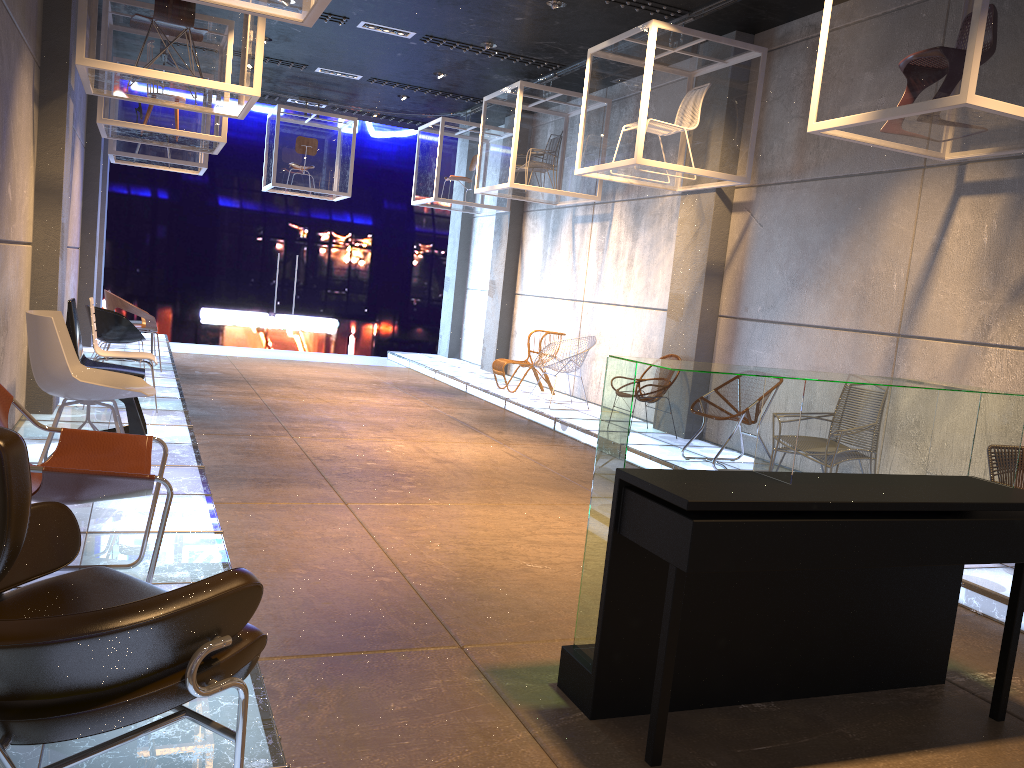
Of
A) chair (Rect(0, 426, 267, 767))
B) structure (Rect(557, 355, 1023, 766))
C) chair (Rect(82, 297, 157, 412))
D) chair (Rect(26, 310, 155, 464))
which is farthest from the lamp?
chair (Rect(0, 426, 267, 767))

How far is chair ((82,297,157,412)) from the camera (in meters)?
6.97

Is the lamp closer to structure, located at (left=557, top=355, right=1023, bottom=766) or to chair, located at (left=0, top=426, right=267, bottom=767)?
structure, located at (left=557, top=355, right=1023, bottom=766)

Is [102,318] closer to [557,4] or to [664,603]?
[557,4]

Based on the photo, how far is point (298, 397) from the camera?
9.8 meters

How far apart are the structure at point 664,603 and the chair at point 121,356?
5.1 meters

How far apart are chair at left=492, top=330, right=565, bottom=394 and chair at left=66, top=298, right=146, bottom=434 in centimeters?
557cm

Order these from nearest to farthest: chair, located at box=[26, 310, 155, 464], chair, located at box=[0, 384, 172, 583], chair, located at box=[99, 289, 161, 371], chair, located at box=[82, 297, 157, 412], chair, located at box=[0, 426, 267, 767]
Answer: chair, located at box=[0, 426, 267, 767] → chair, located at box=[0, 384, 172, 583] → chair, located at box=[26, 310, 155, 464] → chair, located at box=[82, 297, 157, 412] → chair, located at box=[99, 289, 161, 371]

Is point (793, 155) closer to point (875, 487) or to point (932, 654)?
point (932, 654)

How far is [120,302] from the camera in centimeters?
935cm
